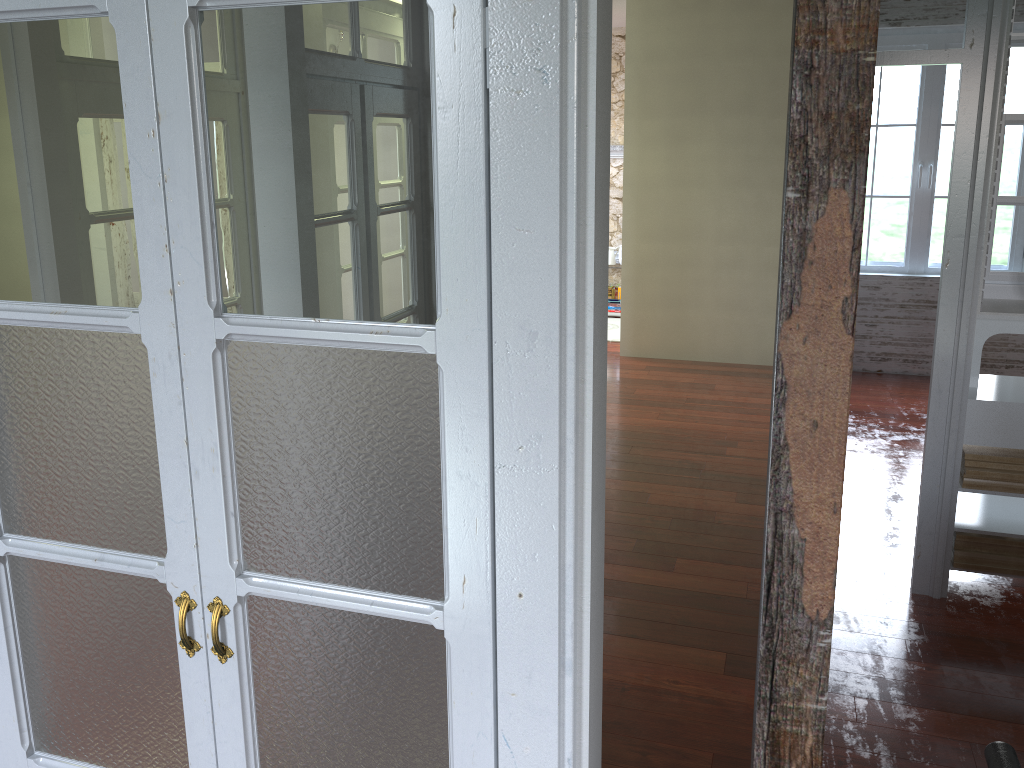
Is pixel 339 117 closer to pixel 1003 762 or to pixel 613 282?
pixel 1003 762

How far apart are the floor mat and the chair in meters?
7.2 m

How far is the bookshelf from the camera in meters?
6.4 m

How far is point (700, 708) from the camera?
3.0m

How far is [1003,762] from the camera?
1.3 meters

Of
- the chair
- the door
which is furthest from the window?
the door

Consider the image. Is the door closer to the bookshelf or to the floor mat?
the bookshelf

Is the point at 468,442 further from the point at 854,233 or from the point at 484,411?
the point at 854,233

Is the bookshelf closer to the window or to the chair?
the chair

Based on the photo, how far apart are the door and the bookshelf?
0.6 meters
